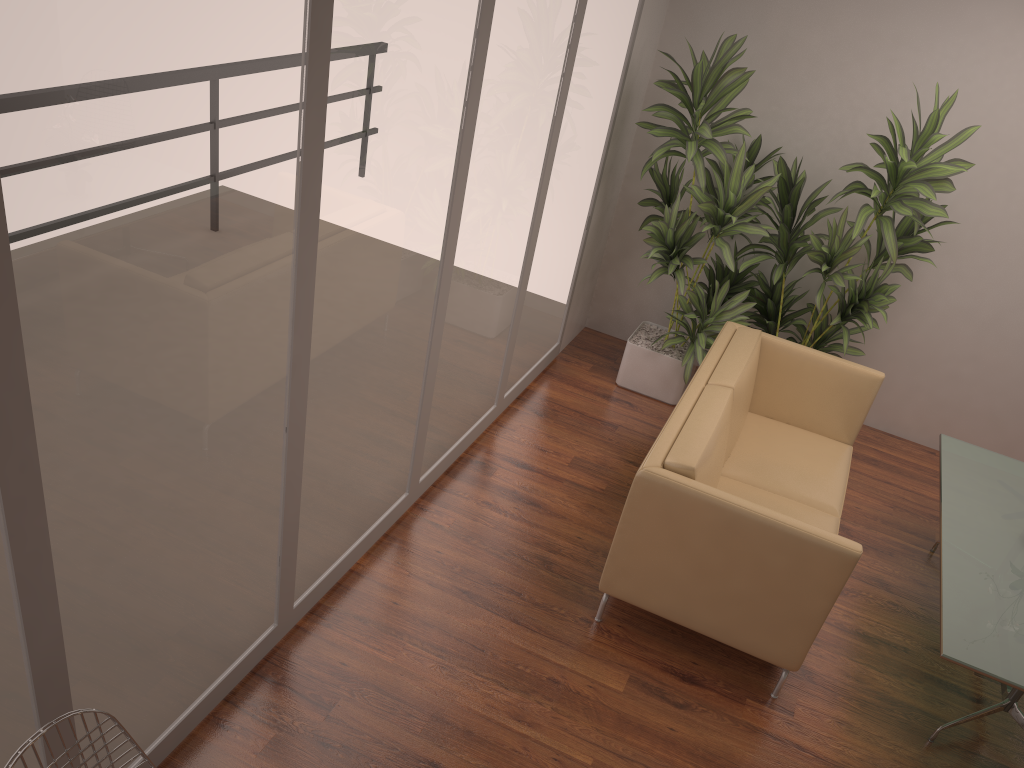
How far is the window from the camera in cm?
176

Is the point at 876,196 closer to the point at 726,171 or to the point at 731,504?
the point at 726,171

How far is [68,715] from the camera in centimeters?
187cm

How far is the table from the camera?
3.2 meters

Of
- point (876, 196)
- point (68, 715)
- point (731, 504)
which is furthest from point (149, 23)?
point (876, 196)

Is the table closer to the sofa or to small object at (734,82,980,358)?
the sofa

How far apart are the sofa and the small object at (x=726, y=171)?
0.3m

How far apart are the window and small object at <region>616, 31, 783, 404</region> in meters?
0.2 m

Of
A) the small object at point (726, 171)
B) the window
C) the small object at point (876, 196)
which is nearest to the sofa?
the small object at point (726, 171)

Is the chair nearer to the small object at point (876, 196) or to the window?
Result: the window
